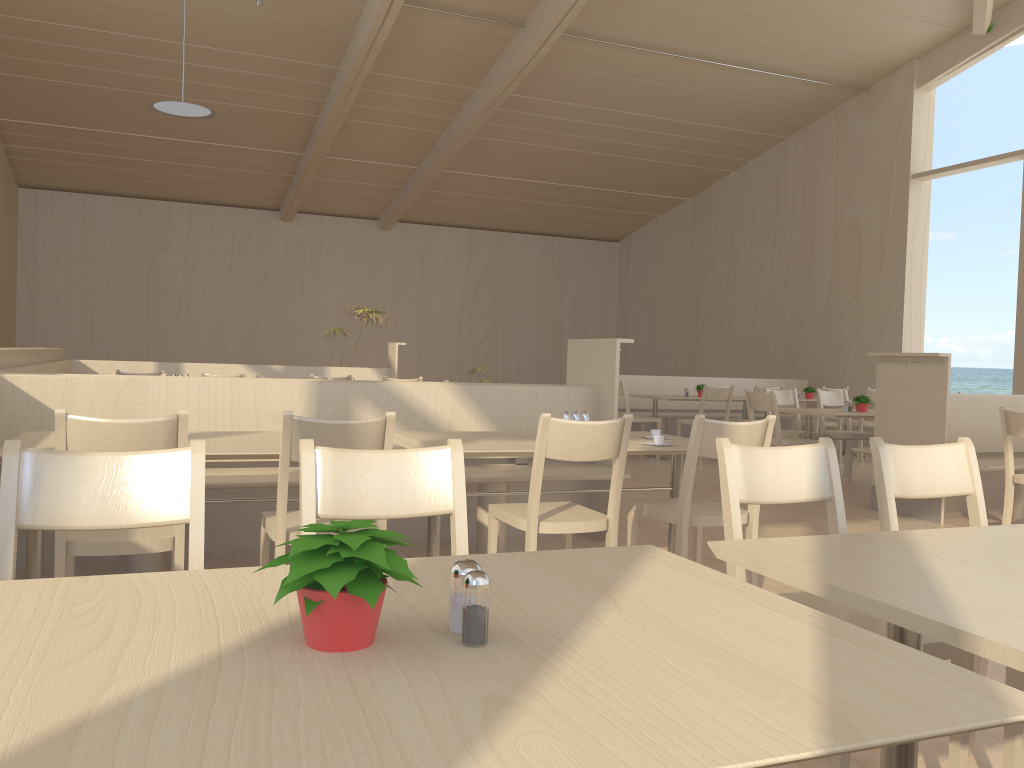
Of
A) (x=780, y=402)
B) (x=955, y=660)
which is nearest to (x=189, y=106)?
(x=780, y=402)

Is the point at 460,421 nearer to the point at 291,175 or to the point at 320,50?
the point at 320,50

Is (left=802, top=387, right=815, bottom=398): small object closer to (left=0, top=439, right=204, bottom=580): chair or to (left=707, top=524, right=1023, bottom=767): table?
(left=707, top=524, right=1023, bottom=767): table

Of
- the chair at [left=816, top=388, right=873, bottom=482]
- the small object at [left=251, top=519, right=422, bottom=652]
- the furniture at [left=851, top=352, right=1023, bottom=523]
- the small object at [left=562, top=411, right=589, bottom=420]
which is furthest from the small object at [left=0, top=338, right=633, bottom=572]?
the chair at [left=816, top=388, right=873, bottom=482]

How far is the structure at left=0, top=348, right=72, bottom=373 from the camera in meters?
4.8 m

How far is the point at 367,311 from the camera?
9.5 meters

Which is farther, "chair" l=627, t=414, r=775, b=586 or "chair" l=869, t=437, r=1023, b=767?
"chair" l=627, t=414, r=775, b=586

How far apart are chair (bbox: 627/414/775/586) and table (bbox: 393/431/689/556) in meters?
0.2 m

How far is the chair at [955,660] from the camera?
1.8m

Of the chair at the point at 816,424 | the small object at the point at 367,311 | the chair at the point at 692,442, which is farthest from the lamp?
the chair at the point at 816,424
